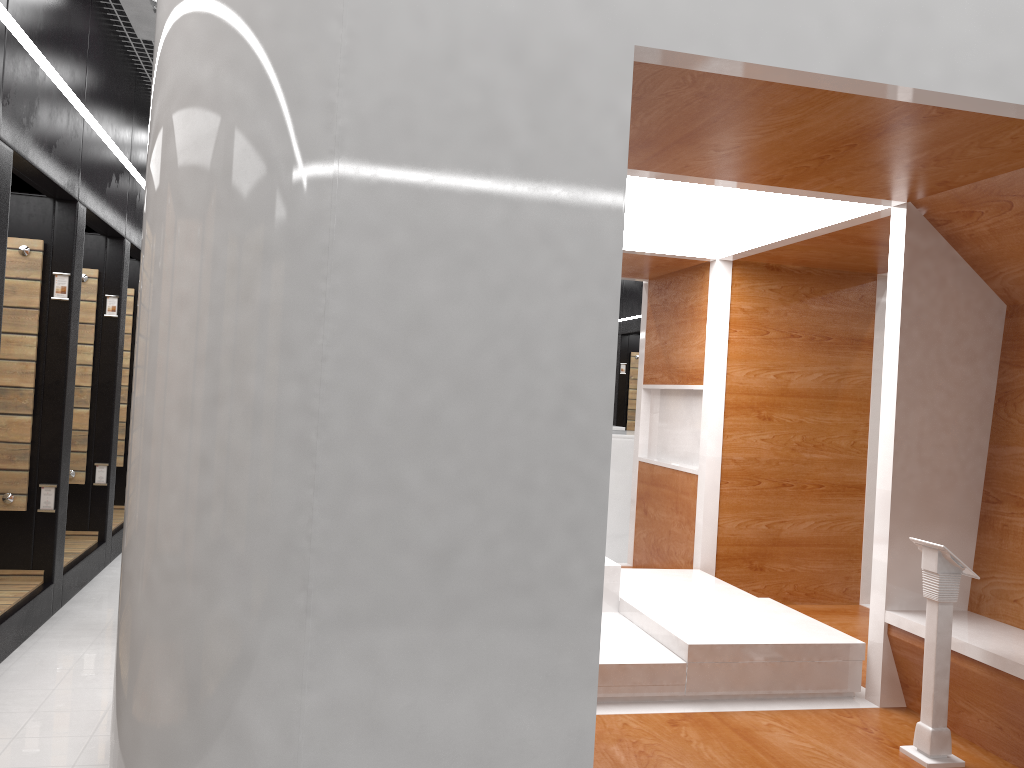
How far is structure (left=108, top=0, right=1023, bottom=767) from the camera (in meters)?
2.17

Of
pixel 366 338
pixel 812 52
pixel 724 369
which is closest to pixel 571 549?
pixel 366 338

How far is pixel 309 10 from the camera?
2.17m

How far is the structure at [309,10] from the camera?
2.17m

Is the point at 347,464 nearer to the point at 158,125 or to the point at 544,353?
the point at 544,353
